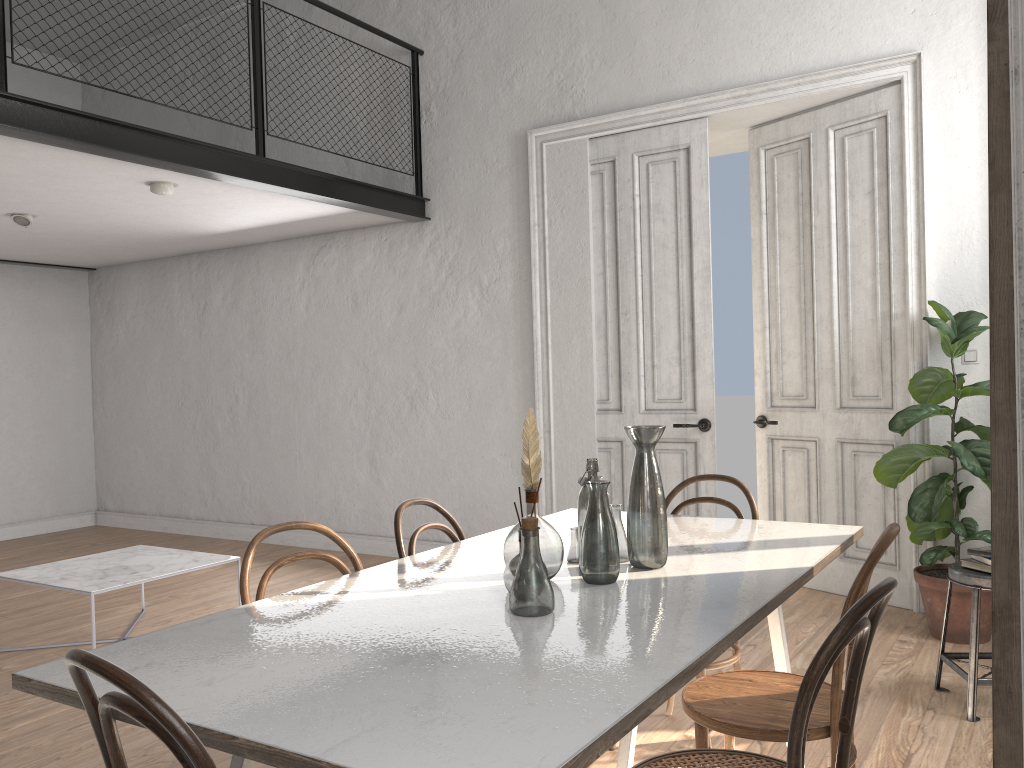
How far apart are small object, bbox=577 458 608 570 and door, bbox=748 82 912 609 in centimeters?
301cm

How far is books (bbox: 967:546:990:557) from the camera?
3.3 meters

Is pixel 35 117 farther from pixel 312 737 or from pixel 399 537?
pixel 312 737

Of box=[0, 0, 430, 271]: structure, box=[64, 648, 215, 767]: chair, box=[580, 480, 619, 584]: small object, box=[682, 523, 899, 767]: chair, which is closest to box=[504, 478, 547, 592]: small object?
box=[580, 480, 619, 584]: small object

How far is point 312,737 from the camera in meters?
1.3

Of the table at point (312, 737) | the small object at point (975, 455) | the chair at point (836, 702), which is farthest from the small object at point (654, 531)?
the small object at point (975, 455)

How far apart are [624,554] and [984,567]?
1.7 meters

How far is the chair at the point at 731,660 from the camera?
3.0m

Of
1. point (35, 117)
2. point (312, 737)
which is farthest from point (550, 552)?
point (35, 117)

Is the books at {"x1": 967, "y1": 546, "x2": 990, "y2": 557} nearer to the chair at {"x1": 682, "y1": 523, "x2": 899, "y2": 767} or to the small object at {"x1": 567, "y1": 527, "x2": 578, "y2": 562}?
the chair at {"x1": 682, "y1": 523, "x2": 899, "y2": 767}
